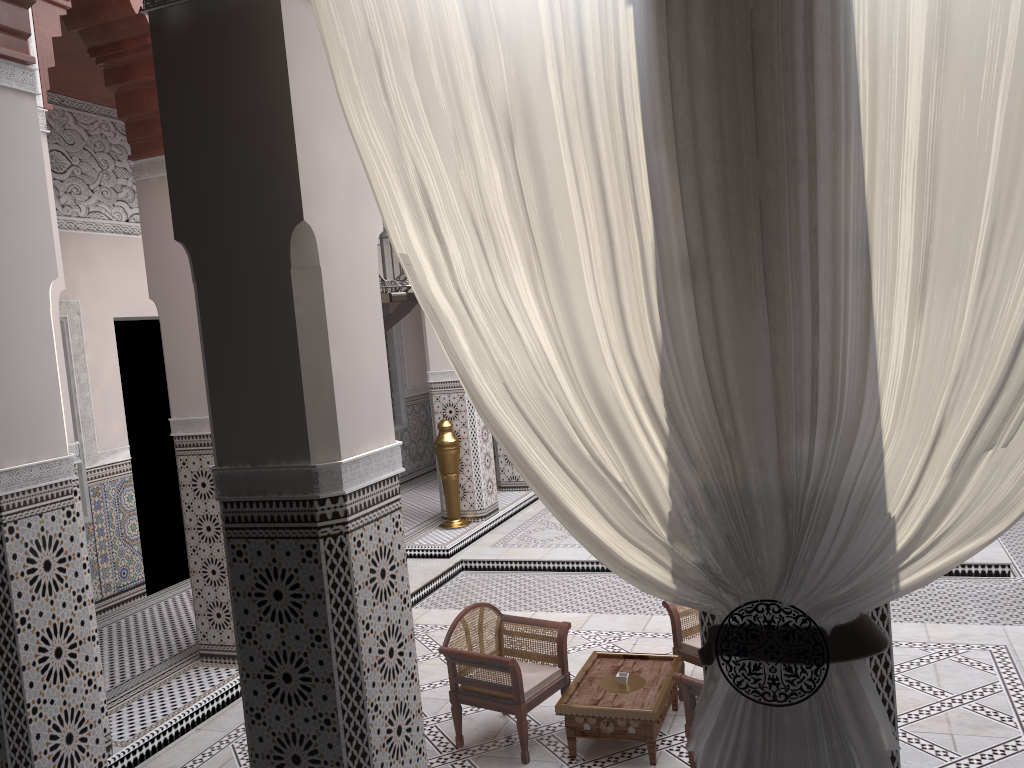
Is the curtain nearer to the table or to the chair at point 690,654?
the table

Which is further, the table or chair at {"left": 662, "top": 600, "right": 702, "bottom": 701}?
chair at {"left": 662, "top": 600, "right": 702, "bottom": 701}

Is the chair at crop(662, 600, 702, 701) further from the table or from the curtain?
the curtain

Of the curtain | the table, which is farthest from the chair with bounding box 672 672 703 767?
the curtain

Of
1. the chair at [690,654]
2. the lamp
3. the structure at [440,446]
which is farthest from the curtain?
the structure at [440,446]

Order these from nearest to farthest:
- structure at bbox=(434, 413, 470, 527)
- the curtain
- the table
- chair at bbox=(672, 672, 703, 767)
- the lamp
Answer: the curtain
the lamp
chair at bbox=(672, 672, 703, 767)
the table
structure at bbox=(434, 413, 470, 527)

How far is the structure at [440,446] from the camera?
4.16m

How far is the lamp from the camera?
1.59m

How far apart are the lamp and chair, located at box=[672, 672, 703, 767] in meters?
0.9

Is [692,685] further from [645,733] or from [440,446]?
[440,446]
